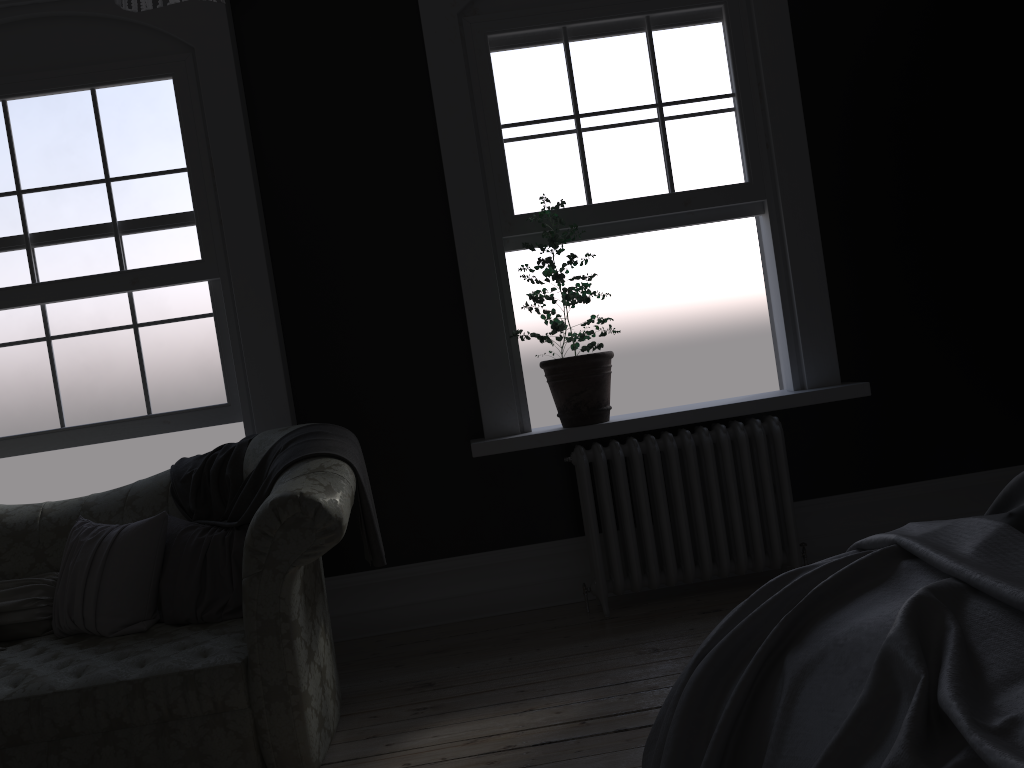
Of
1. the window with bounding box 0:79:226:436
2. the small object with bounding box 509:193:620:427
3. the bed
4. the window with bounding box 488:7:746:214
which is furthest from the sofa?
the window with bounding box 488:7:746:214

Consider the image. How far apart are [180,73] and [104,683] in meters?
2.9

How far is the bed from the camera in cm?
133

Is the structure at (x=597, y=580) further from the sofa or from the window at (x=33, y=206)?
the window at (x=33, y=206)

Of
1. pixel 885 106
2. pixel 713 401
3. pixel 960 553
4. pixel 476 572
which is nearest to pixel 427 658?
pixel 476 572

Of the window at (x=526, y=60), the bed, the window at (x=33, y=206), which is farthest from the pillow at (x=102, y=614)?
the window at (x=526, y=60)

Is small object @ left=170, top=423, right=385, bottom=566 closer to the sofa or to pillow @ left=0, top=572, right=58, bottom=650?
the sofa

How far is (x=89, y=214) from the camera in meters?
4.4

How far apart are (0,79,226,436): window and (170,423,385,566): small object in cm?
55

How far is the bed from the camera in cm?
133
